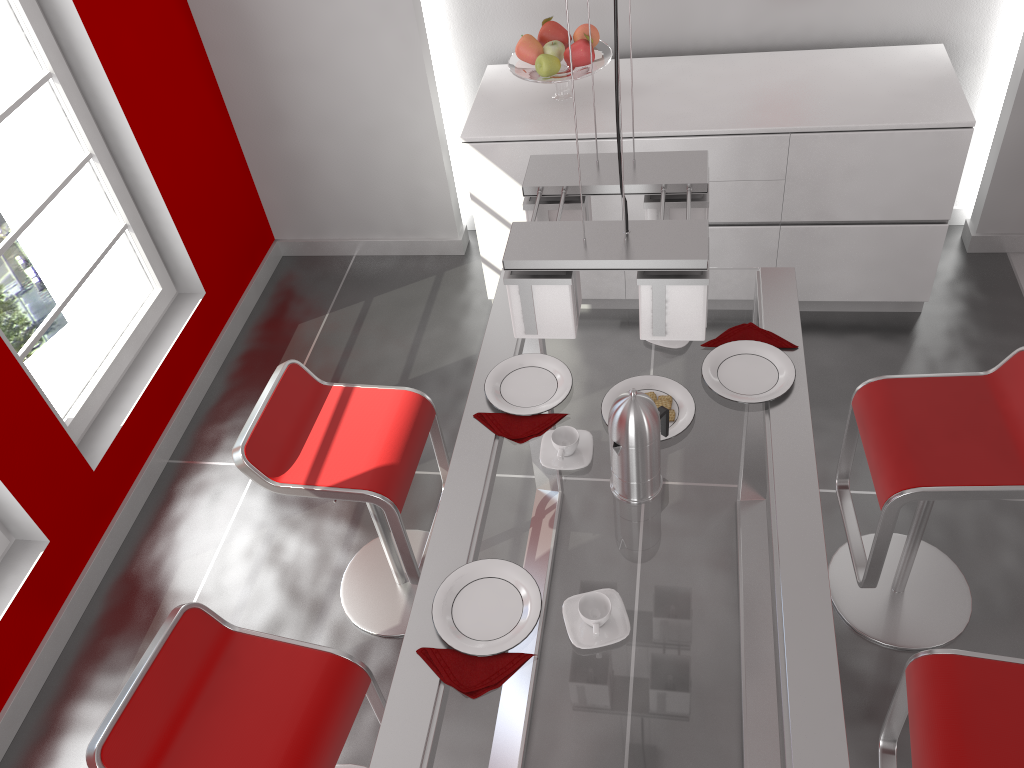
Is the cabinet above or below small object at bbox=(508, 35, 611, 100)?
below

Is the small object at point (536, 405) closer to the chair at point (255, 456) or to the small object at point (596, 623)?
the chair at point (255, 456)

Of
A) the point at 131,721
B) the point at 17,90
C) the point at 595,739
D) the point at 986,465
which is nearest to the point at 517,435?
the point at 595,739

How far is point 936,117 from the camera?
3.0m

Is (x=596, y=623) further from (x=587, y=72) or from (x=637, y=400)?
(x=587, y=72)

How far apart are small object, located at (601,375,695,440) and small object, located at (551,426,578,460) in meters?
0.1 m

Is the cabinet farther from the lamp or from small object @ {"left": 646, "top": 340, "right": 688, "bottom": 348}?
the lamp

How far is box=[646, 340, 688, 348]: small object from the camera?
2.2m

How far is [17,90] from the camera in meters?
2.9

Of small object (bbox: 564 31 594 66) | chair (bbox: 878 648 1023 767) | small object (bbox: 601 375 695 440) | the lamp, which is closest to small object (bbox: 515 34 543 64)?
small object (bbox: 564 31 594 66)
